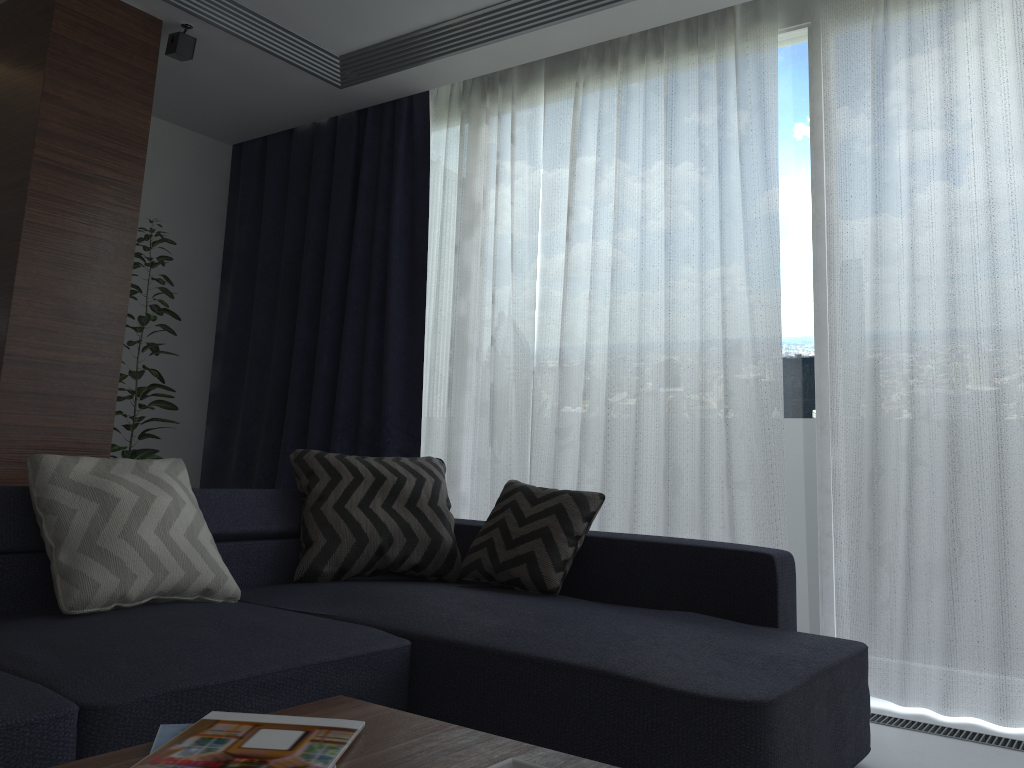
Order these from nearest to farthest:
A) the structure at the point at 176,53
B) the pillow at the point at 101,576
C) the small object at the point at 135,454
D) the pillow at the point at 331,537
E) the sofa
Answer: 1. the sofa
2. the pillow at the point at 101,576
3. the pillow at the point at 331,537
4. the structure at the point at 176,53
5. the small object at the point at 135,454

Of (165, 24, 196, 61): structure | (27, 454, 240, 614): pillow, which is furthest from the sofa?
(165, 24, 196, 61): structure

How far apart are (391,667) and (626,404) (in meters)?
1.82

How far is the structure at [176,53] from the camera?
3.7m

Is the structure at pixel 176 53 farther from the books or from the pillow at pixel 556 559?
the books

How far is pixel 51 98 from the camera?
3.3 meters

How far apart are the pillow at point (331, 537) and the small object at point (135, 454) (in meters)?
1.24

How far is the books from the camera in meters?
1.1 m

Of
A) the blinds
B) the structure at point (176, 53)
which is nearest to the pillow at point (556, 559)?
the blinds

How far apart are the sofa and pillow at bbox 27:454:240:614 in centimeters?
2cm
